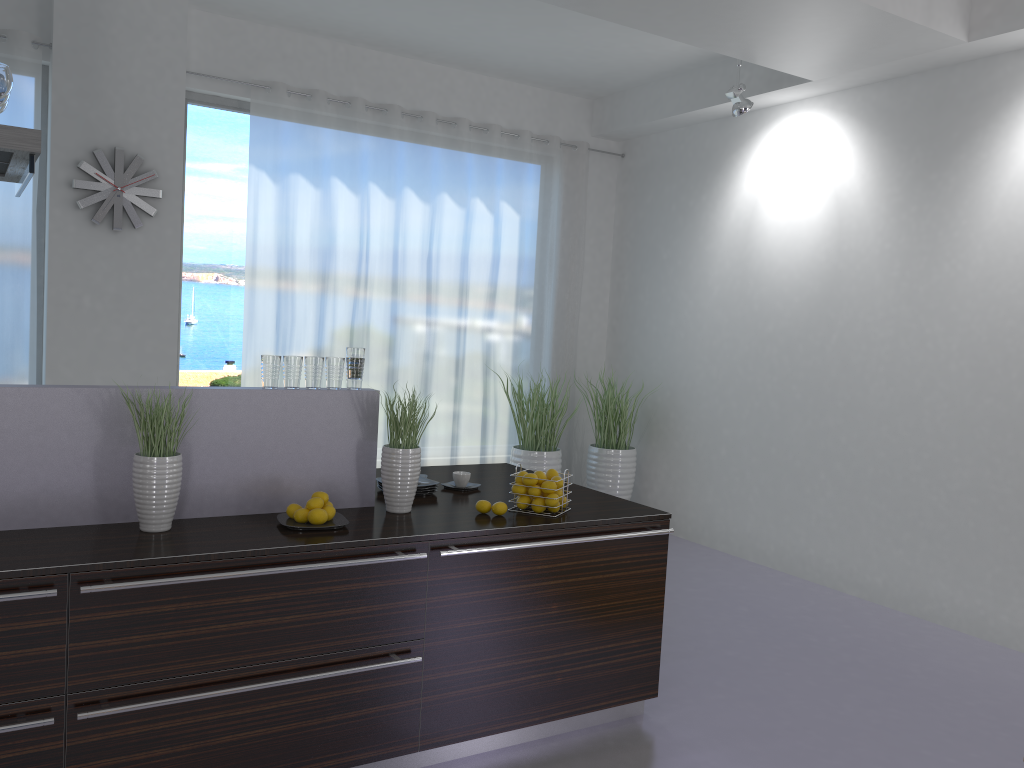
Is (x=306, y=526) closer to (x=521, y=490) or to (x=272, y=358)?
(x=272, y=358)

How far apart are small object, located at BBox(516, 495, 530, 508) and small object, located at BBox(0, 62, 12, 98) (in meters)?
2.25

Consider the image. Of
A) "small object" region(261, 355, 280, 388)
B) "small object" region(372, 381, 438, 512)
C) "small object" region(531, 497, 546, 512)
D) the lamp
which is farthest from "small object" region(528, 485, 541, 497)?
the lamp

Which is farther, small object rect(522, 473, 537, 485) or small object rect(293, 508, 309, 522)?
small object rect(522, 473, 537, 485)

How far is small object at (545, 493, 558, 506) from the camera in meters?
3.4

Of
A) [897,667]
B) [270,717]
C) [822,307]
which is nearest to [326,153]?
[822,307]

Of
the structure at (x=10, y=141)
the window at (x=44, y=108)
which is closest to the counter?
the structure at (x=10, y=141)

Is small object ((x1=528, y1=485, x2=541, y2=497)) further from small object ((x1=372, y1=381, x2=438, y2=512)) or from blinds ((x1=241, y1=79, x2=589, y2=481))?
blinds ((x1=241, y1=79, x2=589, y2=481))

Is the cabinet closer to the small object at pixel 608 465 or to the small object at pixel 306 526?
the small object at pixel 306 526

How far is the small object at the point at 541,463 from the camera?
6.6 meters
